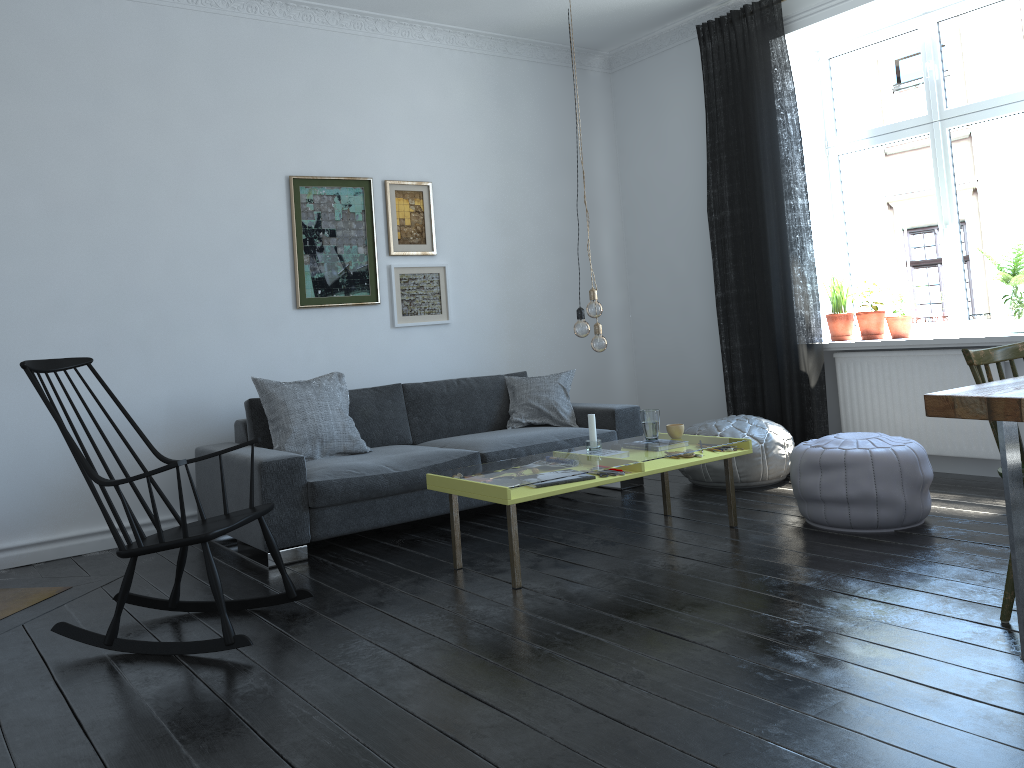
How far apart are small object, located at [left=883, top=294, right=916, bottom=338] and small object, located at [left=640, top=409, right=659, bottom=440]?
1.9m

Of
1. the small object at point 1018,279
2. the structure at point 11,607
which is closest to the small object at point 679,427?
the small object at point 1018,279

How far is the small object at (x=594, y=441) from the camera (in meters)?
4.14

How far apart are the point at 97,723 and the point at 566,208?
4.9m

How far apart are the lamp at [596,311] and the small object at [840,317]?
2.4 meters

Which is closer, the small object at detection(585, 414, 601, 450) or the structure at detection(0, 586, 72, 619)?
the structure at detection(0, 586, 72, 619)

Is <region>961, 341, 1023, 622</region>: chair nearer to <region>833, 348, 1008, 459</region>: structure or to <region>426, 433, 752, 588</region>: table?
<region>426, 433, 752, 588</region>: table

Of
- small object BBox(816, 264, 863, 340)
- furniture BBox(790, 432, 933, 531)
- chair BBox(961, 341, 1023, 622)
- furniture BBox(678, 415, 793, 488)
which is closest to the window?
small object BBox(816, 264, 863, 340)

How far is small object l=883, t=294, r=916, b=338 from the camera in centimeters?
528cm

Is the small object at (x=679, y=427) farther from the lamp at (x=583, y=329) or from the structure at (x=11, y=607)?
the structure at (x=11, y=607)
